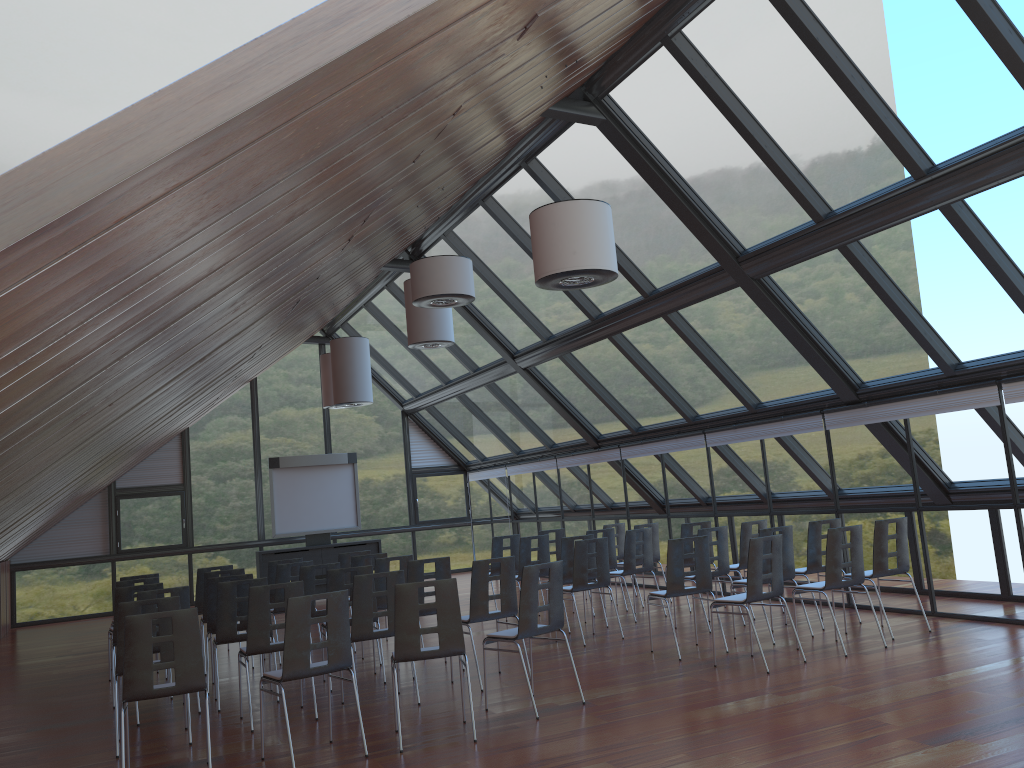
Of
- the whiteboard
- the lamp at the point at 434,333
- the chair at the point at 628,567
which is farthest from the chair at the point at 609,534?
the whiteboard

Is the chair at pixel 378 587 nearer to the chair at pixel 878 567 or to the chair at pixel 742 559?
the chair at pixel 742 559

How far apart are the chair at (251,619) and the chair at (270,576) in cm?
418

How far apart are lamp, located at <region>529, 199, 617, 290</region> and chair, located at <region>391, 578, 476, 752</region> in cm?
243

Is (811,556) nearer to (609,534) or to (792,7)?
(609,534)

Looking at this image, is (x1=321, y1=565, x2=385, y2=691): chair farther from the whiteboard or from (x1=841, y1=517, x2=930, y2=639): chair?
the whiteboard

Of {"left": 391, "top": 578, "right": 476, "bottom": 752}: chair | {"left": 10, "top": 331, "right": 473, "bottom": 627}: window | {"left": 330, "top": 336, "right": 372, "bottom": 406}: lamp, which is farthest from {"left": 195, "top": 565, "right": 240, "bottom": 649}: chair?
{"left": 10, "top": 331, "right": 473, "bottom": 627}: window

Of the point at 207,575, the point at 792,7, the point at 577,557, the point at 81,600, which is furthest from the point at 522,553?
the point at 81,600

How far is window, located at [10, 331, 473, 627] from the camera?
18.8 meters

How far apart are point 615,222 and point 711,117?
2.51m
